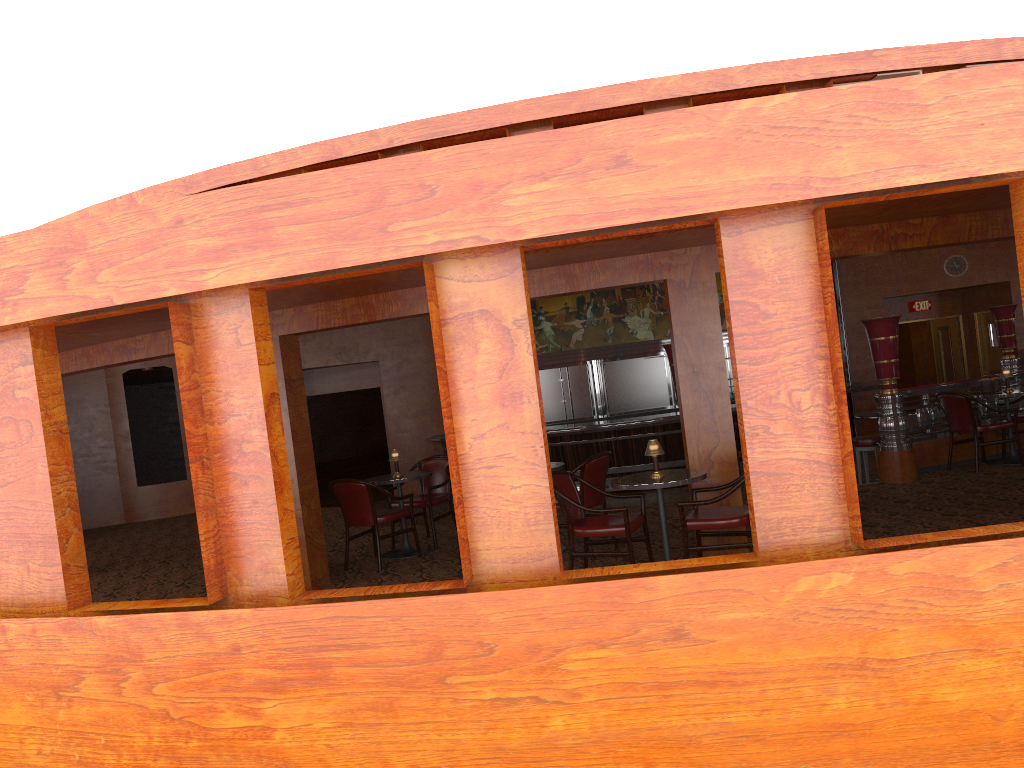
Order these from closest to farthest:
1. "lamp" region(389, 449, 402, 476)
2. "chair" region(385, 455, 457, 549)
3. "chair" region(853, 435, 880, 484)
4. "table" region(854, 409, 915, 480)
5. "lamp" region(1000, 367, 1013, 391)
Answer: "lamp" region(389, 449, 402, 476) < "chair" region(385, 455, 457, 549) < "lamp" region(1000, 367, 1013, 391) < "chair" region(853, 435, 880, 484) < "table" region(854, 409, 915, 480)

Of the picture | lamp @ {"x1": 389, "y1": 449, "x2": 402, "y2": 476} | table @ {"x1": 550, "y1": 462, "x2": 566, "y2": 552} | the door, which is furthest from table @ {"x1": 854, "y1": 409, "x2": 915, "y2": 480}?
the door

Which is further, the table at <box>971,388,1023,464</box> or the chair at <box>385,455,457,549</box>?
the table at <box>971,388,1023,464</box>

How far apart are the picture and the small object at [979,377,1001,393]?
7.1m

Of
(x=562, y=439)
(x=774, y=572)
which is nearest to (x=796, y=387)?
(x=774, y=572)

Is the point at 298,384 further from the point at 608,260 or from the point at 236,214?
the point at 236,214

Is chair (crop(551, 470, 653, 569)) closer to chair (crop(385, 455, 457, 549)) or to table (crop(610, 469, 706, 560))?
table (crop(610, 469, 706, 560))

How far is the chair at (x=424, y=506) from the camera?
8.3 meters

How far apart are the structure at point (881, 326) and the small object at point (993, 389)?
0.22m

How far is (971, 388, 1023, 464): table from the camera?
8.8 meters
